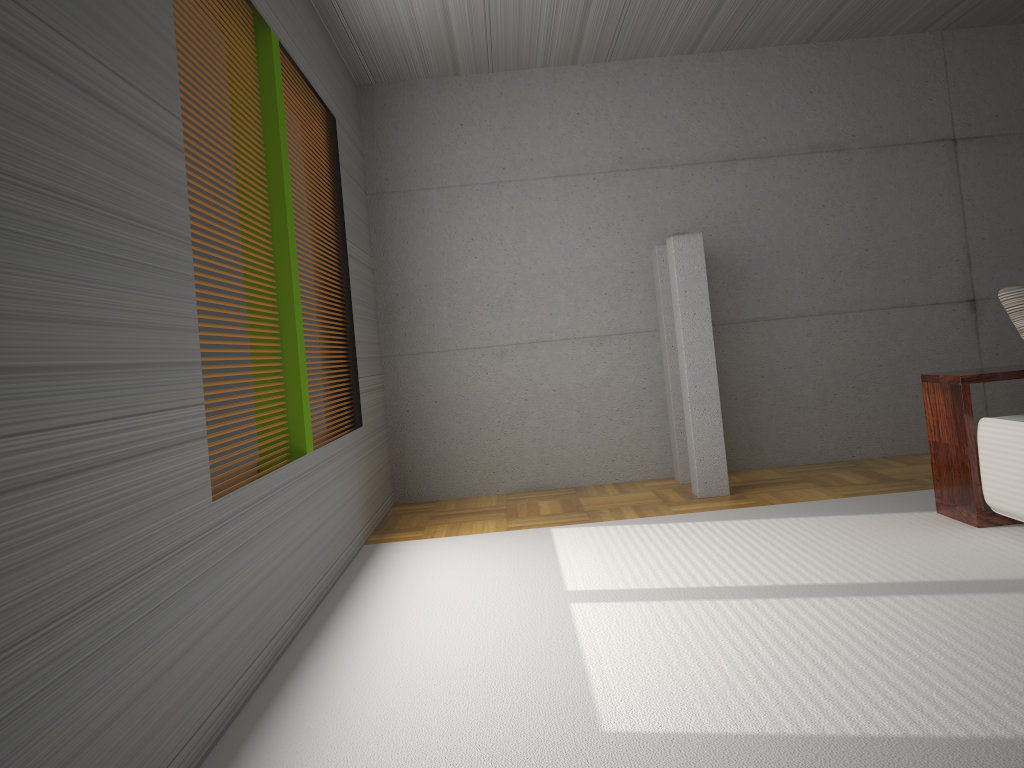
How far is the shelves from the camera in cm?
419

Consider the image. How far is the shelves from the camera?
4.2m

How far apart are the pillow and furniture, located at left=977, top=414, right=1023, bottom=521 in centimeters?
46cm

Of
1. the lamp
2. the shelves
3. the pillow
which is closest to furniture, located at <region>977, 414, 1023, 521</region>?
the shelves

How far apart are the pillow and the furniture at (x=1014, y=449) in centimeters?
46cm

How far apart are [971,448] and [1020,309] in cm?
69

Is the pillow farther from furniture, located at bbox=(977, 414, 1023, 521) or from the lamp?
the lamp

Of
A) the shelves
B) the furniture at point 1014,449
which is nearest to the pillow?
the shelves

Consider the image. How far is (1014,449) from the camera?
3.9 meters

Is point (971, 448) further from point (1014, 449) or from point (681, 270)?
point (681, 270)
